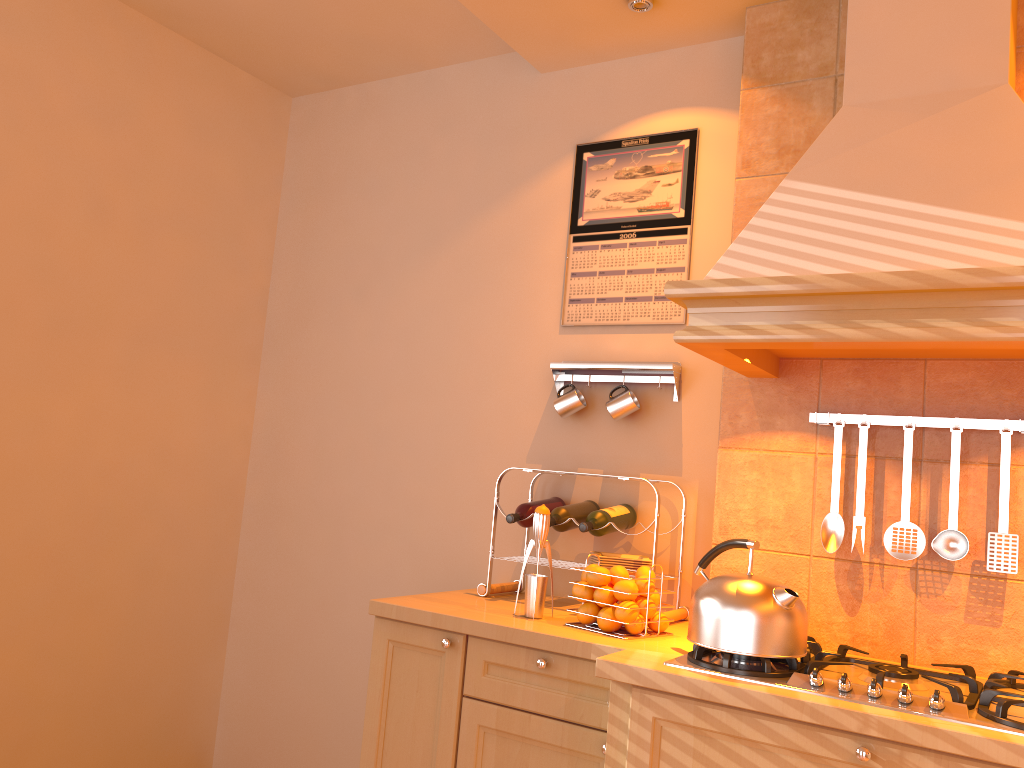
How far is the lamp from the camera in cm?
250

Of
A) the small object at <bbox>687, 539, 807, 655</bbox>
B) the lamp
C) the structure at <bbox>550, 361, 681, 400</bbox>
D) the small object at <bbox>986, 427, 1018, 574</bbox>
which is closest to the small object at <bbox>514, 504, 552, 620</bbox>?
the small object at <bbox>687, 539, 807, 655</bbox>

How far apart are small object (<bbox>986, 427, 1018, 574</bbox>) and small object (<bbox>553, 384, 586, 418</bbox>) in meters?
1.1 m

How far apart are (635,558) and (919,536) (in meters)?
0.76

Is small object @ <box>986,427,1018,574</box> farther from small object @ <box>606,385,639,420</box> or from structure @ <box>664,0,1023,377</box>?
small object @ <box>606,385,639,420</box>

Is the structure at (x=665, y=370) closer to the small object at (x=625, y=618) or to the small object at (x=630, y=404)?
the small object at (x=630, y=404)

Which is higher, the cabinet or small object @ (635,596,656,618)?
small object @ (635,596,656,618)

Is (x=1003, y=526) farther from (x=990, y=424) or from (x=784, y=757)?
(x=784, y=757)

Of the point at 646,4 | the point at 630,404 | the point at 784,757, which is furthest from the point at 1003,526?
the point at 646,4

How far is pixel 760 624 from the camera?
1.74m
